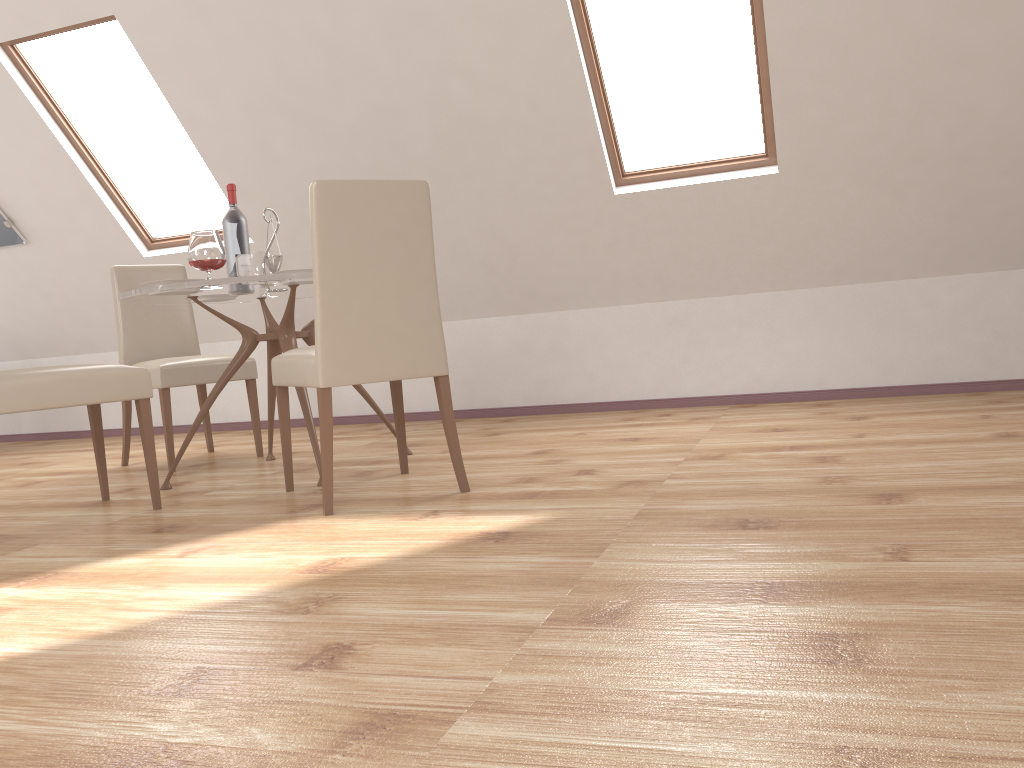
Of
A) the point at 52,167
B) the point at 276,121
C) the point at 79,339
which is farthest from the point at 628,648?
the point at 79,339

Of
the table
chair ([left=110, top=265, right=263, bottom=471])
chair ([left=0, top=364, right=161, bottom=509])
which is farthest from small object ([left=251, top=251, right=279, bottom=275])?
chair ([left=0, top=364, right=161, bottom=509])

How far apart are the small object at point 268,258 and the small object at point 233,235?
0.1 meters

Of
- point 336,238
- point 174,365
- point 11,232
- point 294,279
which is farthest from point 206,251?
point 11,232

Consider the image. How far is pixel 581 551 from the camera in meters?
2.0 m

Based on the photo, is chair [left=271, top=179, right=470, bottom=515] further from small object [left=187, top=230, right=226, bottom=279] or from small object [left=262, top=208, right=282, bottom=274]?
small object [left=262, top=208, right=282, bottom=274]

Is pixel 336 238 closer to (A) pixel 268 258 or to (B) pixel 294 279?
(B) pixel 294 279

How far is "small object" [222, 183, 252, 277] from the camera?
3.6 meters

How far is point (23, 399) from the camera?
2.7 meters

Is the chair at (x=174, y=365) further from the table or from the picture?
the picture
